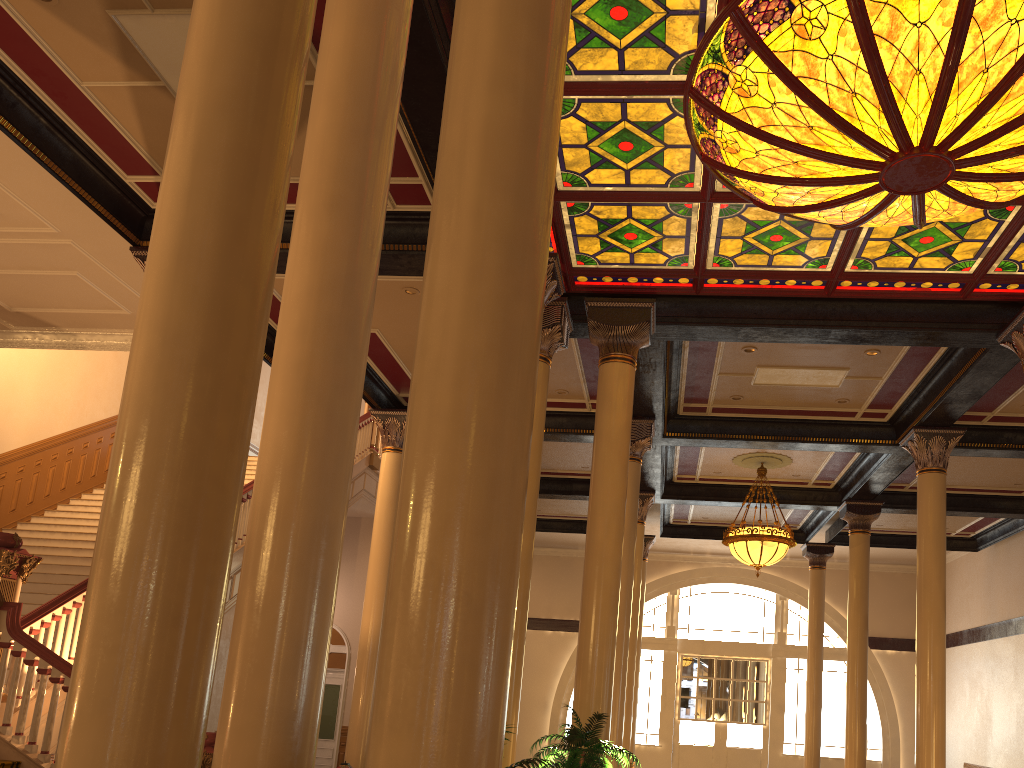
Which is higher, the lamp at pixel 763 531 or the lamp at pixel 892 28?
the lamp at pixel 892 28

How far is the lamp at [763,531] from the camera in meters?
13.1

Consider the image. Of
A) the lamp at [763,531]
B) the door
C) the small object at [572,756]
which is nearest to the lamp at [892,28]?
the small object at [572,756]

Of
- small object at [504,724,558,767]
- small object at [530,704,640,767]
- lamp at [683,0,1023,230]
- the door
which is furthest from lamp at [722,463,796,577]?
small object at [504,724,558,767]

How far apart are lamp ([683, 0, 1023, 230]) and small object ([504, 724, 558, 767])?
4.2m

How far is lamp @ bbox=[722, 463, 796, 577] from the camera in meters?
13.1

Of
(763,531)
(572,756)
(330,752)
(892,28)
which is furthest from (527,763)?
(330,752)

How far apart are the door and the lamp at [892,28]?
13.83m

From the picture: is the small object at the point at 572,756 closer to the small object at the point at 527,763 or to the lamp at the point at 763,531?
the small object at the point at 527,763

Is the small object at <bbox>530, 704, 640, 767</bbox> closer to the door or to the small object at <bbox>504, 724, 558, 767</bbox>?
the small object at <bbox>504, 724, 558, 767</bbox>
